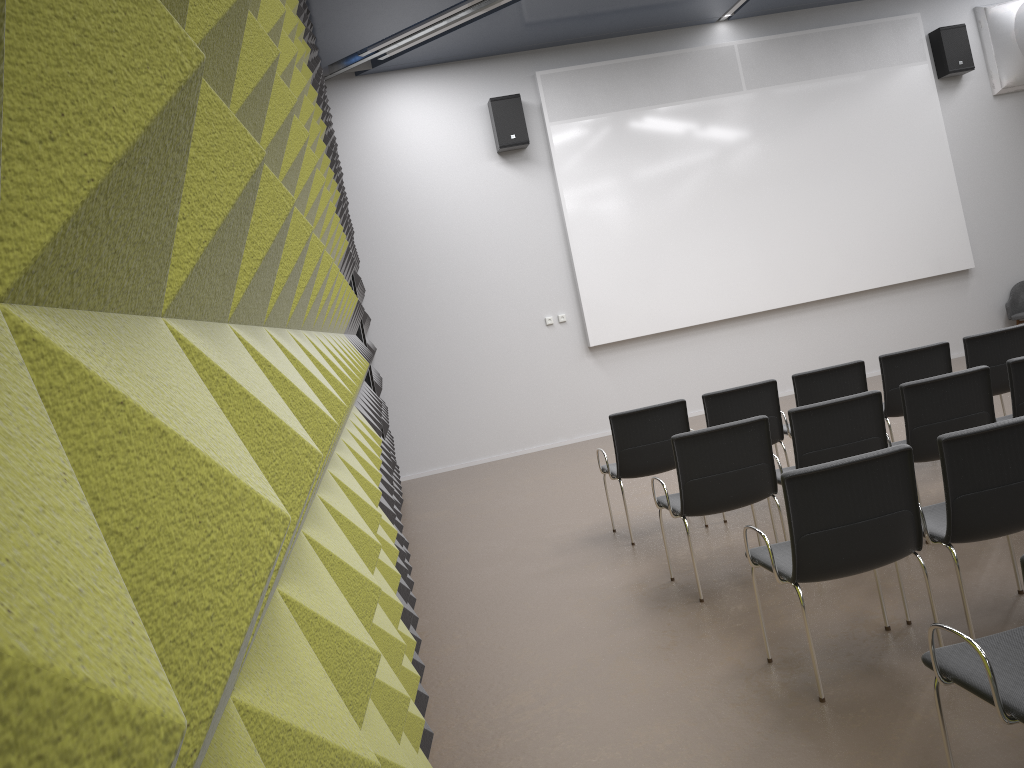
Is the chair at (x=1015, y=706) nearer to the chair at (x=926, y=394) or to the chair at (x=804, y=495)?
the chair at (x=804, y=495)

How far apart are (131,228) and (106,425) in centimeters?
17cm

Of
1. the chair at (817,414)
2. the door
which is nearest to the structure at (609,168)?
the door

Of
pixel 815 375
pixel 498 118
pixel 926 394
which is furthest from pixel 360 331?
pixel 498 118

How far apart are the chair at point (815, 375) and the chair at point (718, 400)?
0.13m

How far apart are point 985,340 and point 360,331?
4.6m

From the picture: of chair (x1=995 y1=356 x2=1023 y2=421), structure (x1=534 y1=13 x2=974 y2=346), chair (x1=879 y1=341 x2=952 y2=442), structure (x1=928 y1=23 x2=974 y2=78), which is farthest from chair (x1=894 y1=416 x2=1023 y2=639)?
structure (x1=928 y1=23 x2=974 y2=78)

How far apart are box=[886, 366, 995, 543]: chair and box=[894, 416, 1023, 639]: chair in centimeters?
89cm

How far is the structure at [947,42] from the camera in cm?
1118

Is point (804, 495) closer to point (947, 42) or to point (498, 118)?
point (498, 118)
